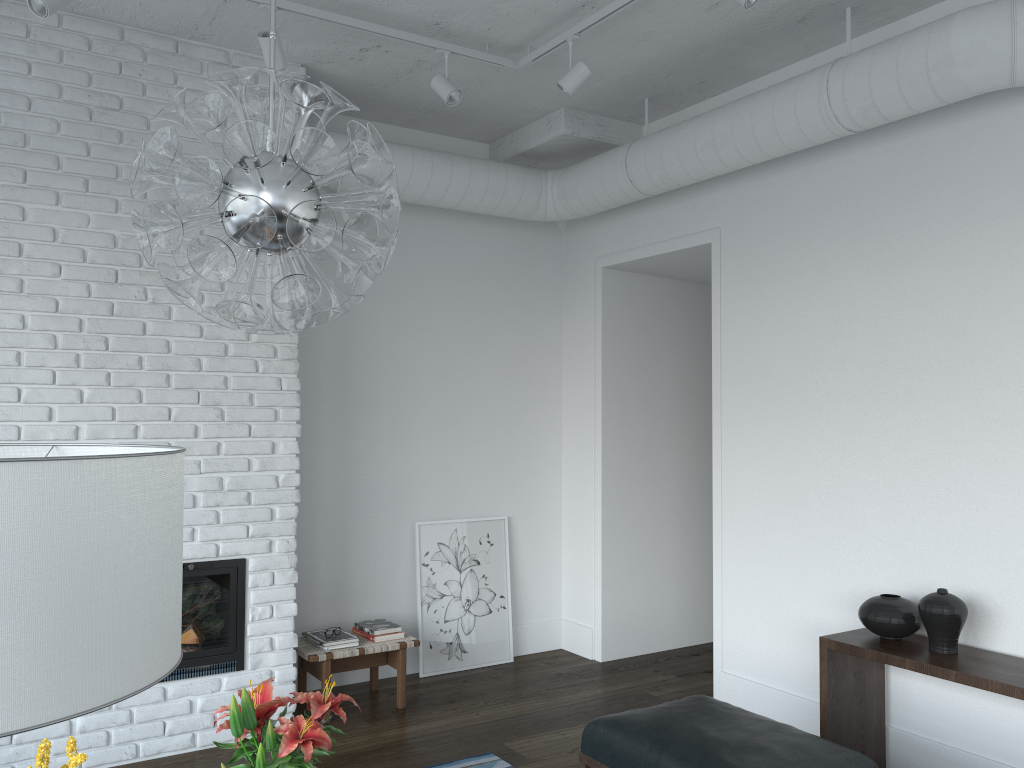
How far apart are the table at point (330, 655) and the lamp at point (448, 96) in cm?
267

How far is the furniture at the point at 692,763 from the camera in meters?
2.7

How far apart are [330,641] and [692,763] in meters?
2.3 m

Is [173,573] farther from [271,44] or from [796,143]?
[796,143]

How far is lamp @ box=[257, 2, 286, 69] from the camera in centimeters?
348cm

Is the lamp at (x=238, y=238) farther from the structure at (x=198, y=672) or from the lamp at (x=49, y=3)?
the structure at (x=198, y=672)

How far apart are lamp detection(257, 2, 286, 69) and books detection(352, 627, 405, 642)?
2.8 meters

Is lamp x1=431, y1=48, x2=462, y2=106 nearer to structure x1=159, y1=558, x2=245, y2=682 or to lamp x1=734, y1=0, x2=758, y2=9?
lamp x1=734, y1=0, x2=758, y2=9

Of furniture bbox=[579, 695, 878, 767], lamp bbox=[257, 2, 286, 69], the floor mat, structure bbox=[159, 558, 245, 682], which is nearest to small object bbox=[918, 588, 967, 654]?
furniture bbox=[579, 695, 878, 767]

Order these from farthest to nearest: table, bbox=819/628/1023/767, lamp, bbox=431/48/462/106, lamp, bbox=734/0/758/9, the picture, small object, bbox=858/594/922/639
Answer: the picture, lamp, bbox=431/48/462/106, small object, bbox=858/594/922/639, table, bbox=819/628/1023/767, lamp, bbox=734/0/758/9
